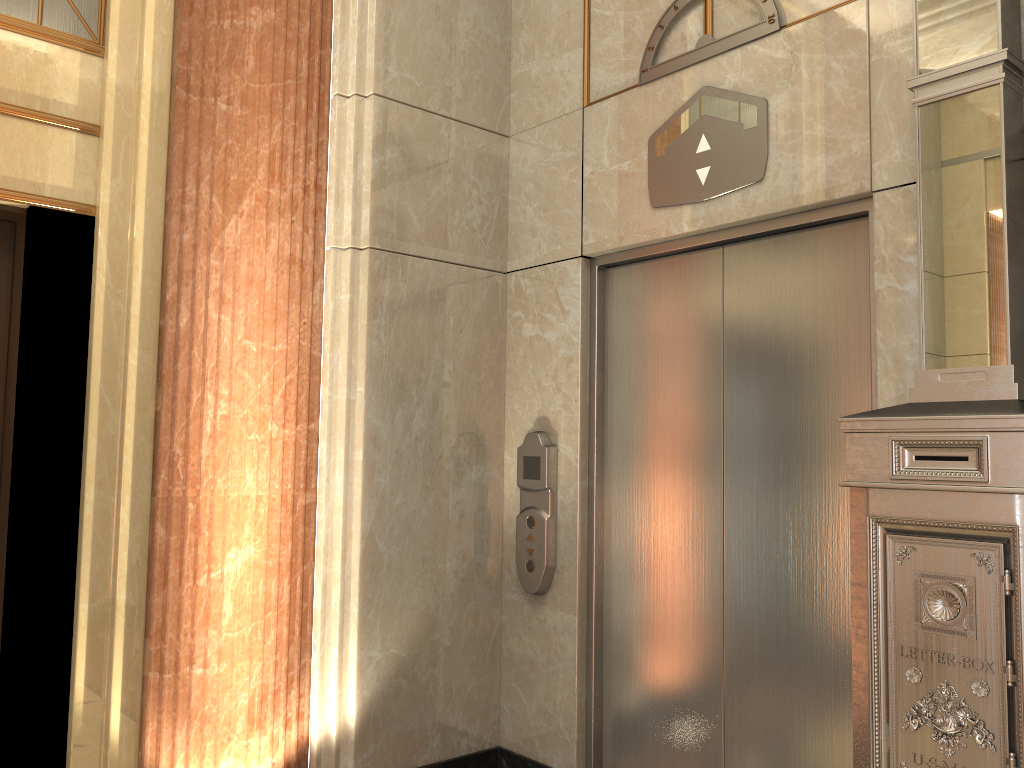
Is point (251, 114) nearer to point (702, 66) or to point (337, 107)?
point (337, 107)
